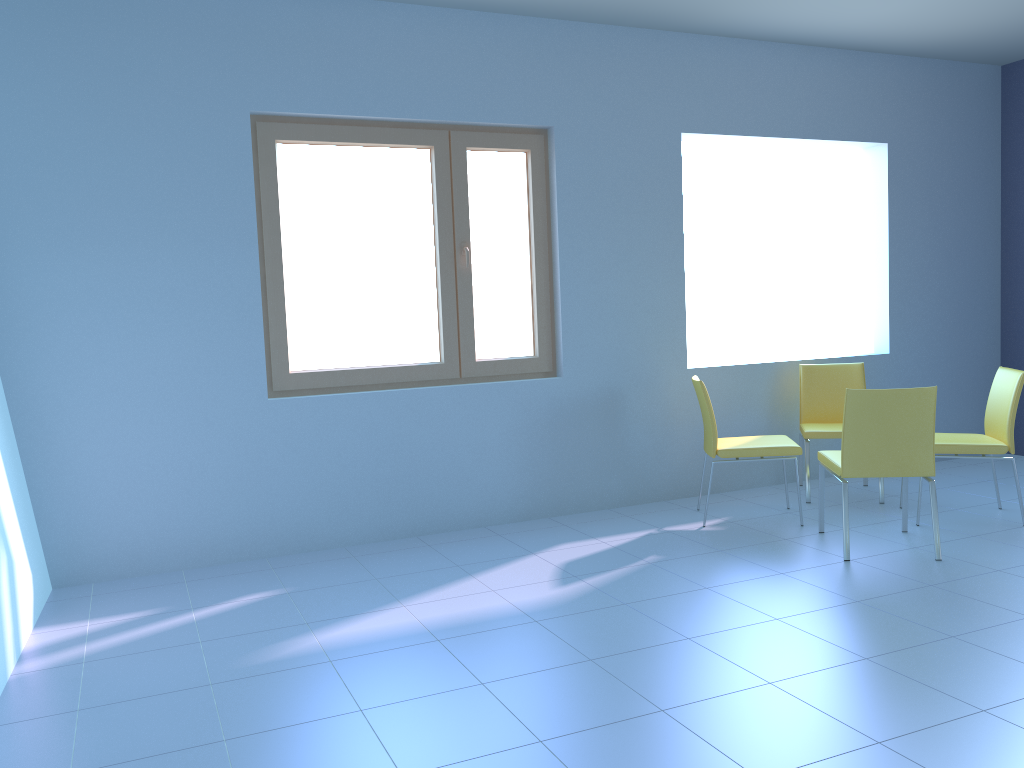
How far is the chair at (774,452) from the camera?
4.1 meters

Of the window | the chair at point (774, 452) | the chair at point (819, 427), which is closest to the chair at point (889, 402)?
the chair at point (774, 452)

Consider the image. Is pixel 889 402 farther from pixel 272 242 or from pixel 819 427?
pixel 272 242

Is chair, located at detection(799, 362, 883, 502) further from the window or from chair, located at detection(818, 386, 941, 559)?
the window

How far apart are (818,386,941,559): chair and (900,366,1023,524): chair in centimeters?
26cm

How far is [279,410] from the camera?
4.0m

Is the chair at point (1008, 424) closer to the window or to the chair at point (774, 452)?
the chair at point (774, 452)

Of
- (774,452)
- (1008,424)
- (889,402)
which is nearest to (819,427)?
(774,452)

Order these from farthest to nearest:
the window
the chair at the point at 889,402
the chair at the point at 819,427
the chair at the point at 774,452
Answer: the chair at the point at 819,427
the chair at the point at 774,452
the window
the chair at the point at 889,402

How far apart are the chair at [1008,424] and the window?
1.9m
